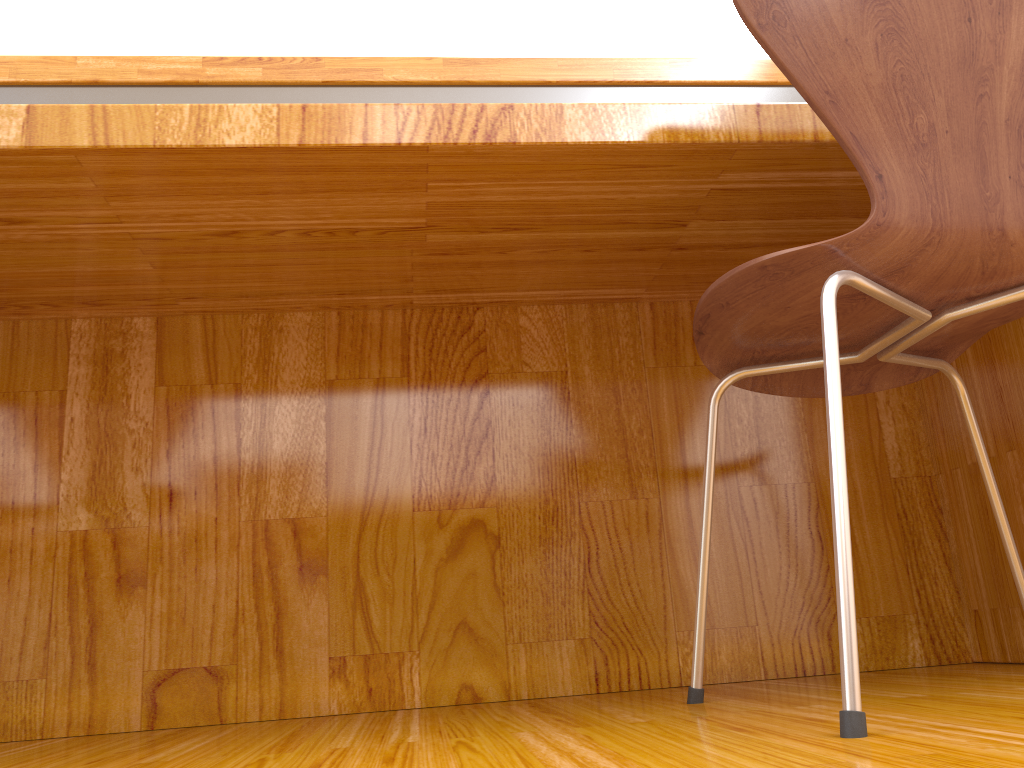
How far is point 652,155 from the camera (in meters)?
0.94

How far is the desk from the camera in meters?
0.9

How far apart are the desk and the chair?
0.2 meters

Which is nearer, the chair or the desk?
the chair

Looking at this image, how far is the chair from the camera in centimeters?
76cm

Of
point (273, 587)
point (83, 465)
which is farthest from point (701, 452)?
point (83, 465)

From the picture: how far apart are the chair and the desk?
0.2m

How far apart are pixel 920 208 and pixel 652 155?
0.28m

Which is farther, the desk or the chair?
the desk
